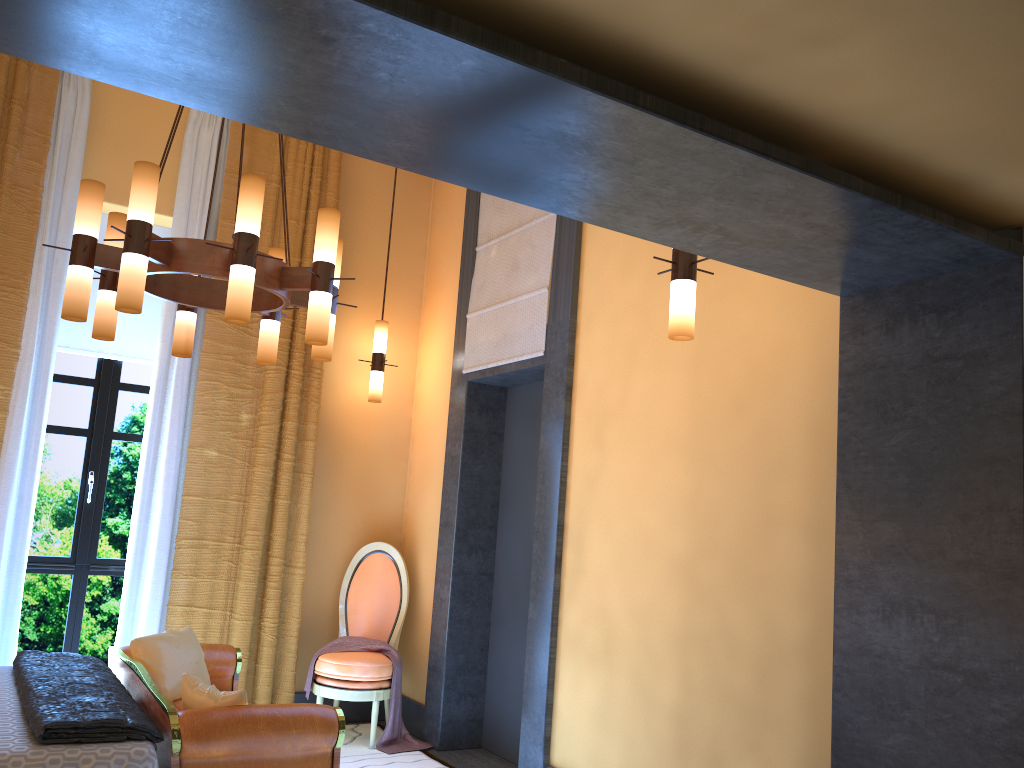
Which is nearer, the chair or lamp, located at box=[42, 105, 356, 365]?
lamp, located at box=[42, 105, 356, 365]

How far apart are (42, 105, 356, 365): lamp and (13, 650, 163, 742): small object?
1.33m

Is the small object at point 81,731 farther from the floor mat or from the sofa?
the floor mat

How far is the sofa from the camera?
3.0m

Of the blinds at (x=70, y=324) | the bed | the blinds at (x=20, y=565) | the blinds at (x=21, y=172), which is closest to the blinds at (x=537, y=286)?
the blinds at (x=21, y=172)

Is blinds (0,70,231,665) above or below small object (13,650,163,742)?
above

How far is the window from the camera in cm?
510

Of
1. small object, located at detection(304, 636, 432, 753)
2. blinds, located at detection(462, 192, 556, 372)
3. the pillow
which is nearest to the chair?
small object, located at detection(304, 636, 432, 753)

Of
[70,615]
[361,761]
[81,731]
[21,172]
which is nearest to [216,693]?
[81,731]

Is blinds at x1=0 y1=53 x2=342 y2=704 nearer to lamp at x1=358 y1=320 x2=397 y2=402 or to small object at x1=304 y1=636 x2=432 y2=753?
small object at x1=304 y1=636 x2=432 y2=753
